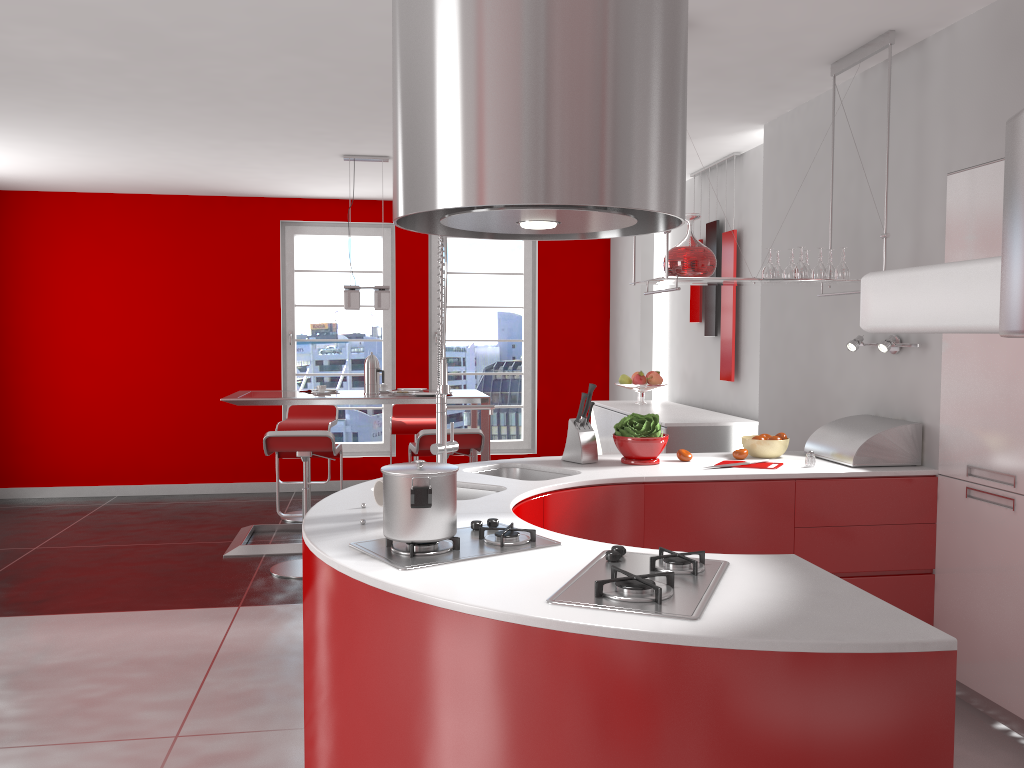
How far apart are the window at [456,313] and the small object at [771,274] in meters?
4.7 m

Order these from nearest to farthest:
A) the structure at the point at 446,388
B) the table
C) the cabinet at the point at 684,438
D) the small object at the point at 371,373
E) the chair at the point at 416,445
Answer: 1. the structure at the point at 446,388
2. the chair at the point at 416,445
3. the cabinet at the point at 684,438
4. the table
5. the small object at the point at 371,373

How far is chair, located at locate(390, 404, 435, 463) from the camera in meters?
6.8

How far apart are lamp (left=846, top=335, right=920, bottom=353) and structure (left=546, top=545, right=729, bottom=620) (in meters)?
1.97

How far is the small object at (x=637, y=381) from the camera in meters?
6.6 m

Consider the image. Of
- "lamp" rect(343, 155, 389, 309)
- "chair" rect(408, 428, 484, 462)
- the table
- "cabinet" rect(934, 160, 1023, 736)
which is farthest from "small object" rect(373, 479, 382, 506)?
"lamp" rect(343, 155, 389, 309)

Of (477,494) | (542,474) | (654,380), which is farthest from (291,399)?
(477,494)

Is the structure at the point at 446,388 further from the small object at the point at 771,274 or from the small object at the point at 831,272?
the small object at the point at 831,272

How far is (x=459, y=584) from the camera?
1.9m

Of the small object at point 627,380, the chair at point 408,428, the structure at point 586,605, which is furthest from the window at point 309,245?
the structure at point 586,605
